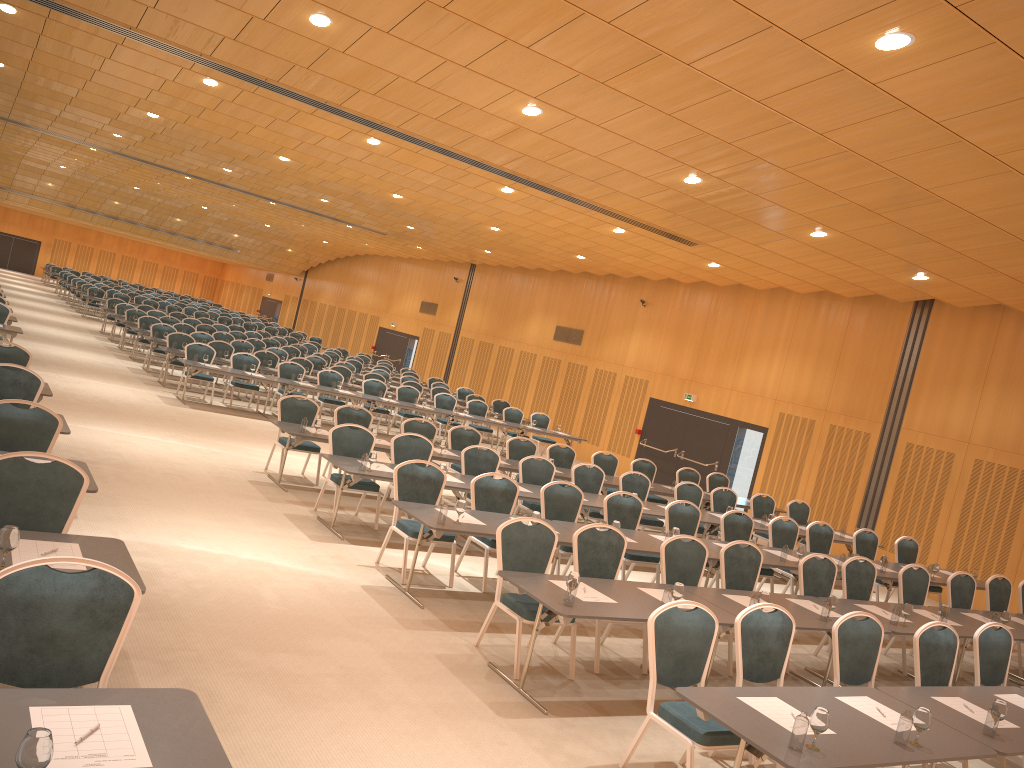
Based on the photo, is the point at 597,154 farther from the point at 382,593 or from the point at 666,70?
the point at 382,593

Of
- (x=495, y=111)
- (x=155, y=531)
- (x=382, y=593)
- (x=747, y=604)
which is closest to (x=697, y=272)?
(x=495, y=111)

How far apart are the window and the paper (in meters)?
9.76

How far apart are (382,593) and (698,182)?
6.7m

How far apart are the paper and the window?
9.76m

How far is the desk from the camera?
3.2m

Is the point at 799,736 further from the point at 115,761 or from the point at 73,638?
the point at 73,638

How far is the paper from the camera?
2.94m

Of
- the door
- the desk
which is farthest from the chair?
the door

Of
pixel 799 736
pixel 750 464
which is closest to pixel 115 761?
pixel 799 736
